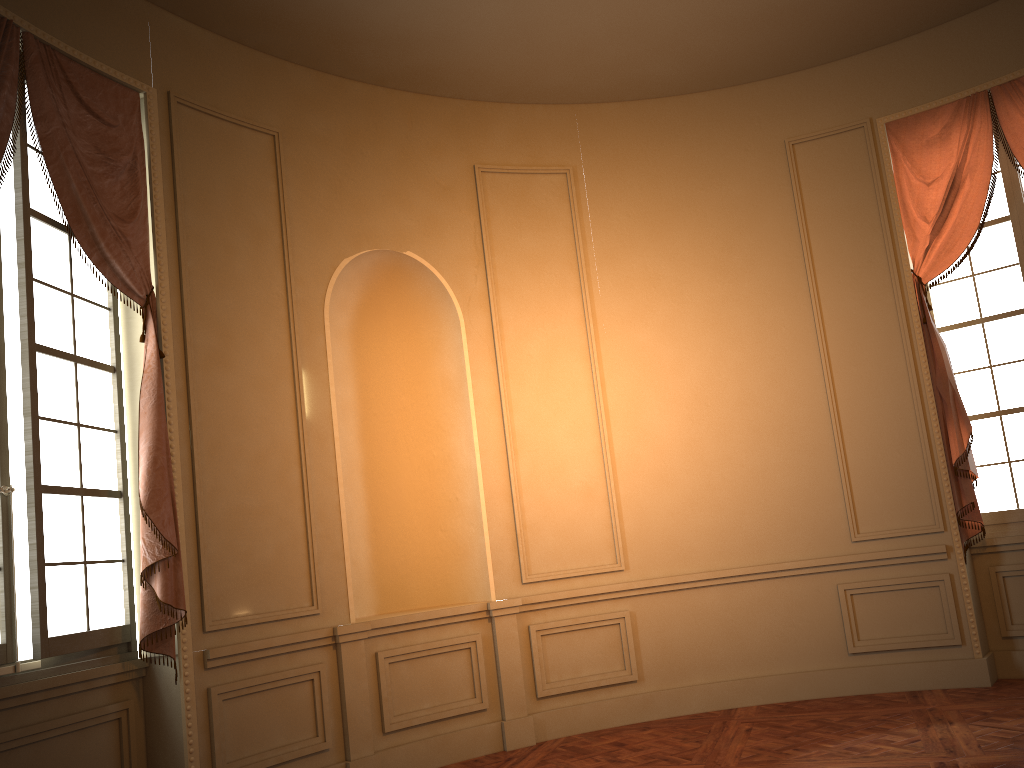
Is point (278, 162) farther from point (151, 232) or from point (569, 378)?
point (569, 378)

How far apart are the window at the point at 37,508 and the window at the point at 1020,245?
5.0m

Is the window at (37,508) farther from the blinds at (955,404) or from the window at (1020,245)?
the window at (1020,245)

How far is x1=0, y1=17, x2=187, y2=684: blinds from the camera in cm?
399

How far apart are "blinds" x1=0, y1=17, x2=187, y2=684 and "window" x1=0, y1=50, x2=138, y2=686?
0.06m

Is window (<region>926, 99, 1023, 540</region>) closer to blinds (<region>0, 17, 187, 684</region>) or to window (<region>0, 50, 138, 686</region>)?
blinds (<region>0, 17, 187, 684</region>)

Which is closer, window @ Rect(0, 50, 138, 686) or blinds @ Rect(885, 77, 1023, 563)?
window @ Rect(0, 50, 138, 686)

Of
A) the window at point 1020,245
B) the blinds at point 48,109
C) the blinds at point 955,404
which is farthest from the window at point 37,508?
the window at point 1020,245

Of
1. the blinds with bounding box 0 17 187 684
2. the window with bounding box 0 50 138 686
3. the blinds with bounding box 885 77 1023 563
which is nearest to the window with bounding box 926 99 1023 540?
the blinds with bounding box 885 77 1023 563

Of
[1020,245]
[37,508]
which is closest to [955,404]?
[1020,245]
